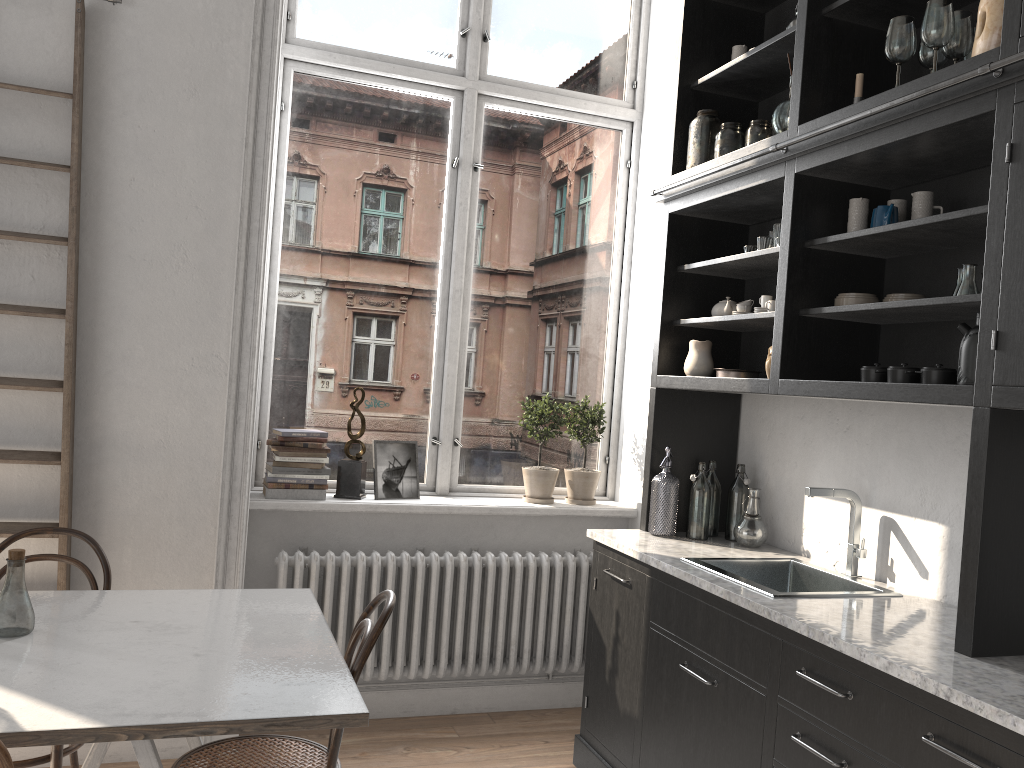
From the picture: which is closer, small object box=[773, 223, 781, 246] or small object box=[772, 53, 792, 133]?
small object box=[772, 53, 792, 133]

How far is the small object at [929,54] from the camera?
2.5m

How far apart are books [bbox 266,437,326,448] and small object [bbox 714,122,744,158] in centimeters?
212cm

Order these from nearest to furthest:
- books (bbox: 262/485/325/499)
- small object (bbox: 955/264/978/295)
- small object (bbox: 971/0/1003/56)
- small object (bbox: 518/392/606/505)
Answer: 1. small object (bbox: 971/0/1003/56)
2. small object (bbox: 955/264/978/295)
3. books (bbox: 262/485/325/499)
4. small object (bbox: 518/392/606/505)

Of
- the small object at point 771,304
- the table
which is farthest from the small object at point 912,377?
the table

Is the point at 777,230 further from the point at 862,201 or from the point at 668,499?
the point at 668,499

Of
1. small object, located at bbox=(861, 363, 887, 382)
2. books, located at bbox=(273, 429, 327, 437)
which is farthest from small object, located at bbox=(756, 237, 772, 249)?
books, located at bbox=(273, 429, 327, 437)

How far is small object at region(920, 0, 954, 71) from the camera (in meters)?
2.33

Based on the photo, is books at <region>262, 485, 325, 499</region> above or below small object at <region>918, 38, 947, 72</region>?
below

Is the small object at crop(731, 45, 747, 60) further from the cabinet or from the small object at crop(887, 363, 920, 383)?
the small object at crop(887, 363, 920, 383)
